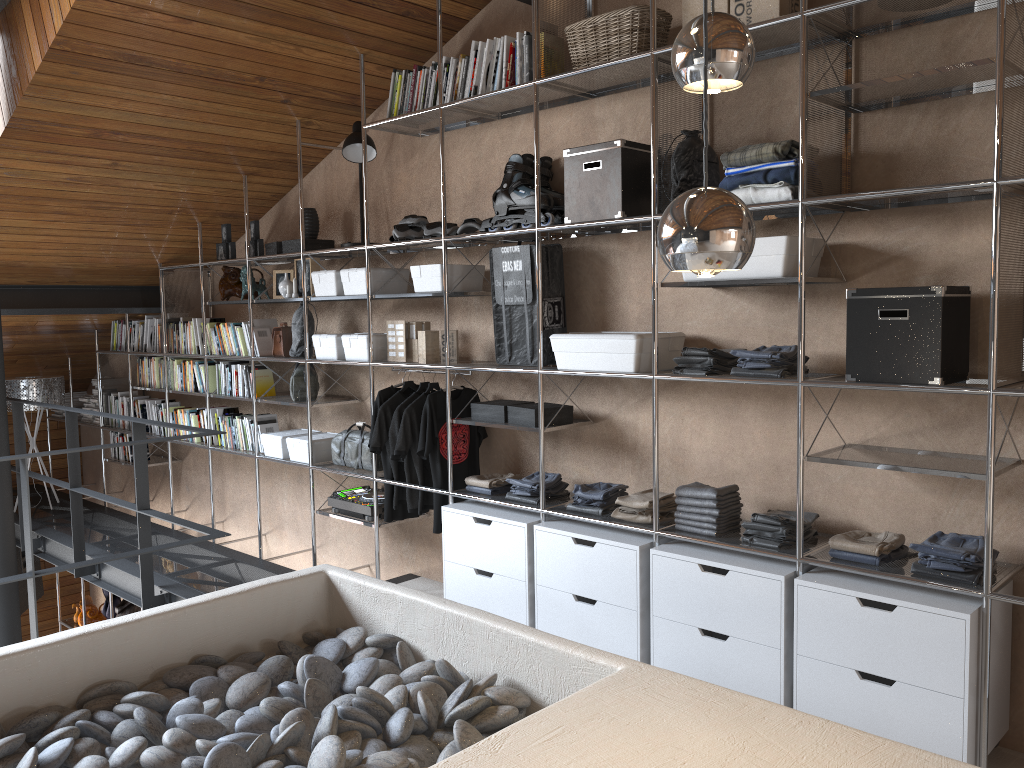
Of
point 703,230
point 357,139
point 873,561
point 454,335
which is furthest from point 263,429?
point 703,230

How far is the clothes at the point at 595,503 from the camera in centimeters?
355cm

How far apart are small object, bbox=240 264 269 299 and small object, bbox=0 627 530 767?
2.89m

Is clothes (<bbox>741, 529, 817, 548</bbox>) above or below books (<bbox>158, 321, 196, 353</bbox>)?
below

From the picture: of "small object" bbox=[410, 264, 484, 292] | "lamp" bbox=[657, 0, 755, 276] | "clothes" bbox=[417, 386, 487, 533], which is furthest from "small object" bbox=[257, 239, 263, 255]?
"lamp" bbox=[657, 0, 755, 276]

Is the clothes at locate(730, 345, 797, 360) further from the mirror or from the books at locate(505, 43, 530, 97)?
the mirror

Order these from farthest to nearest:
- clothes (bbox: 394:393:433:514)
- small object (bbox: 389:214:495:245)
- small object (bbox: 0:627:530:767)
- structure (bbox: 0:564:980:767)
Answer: clothes (bbox: 394:393:433:514), small object (bbox: 389:214:495:245), small object (bbox: 0:627:530:767), structure (bbox: 0:564:980:767)

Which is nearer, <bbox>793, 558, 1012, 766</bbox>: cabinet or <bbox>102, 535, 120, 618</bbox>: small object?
<bbox>793, 558, 1012, 766</bbox>: cabinet

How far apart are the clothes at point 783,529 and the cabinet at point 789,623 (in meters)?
0.11

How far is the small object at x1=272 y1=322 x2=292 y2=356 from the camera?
5.1m
